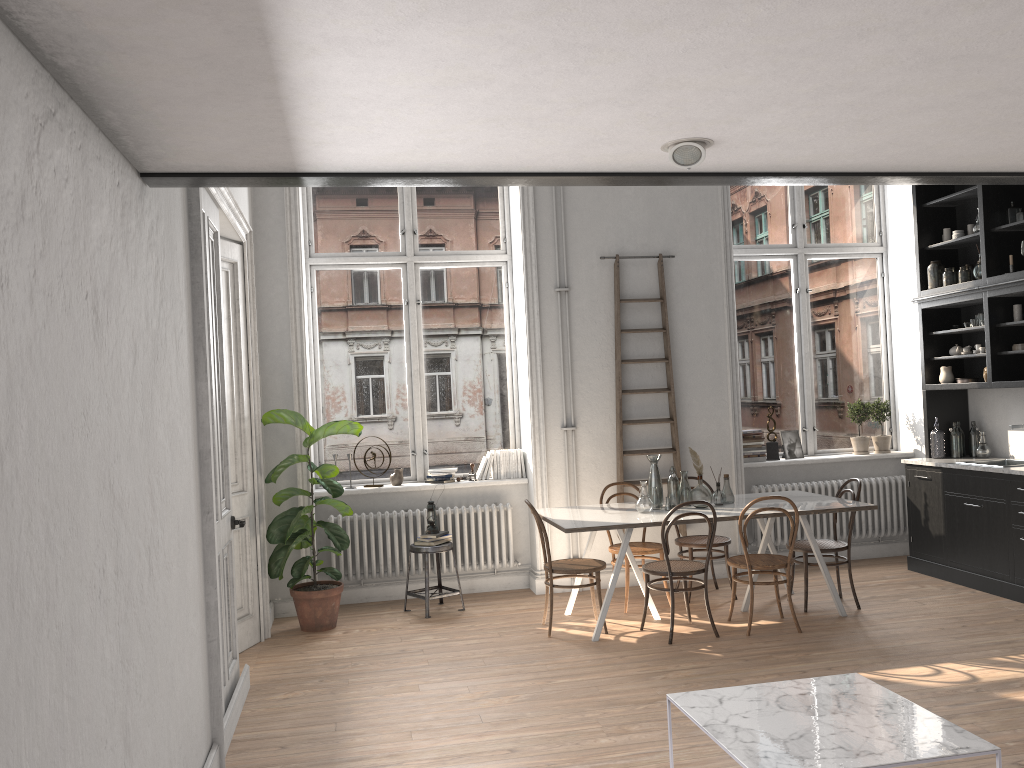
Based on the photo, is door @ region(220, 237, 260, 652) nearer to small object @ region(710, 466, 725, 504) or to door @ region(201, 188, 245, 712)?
door @ region(201, 188, 245, 712)

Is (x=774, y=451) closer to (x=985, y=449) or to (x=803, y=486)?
(x=803, y=486)

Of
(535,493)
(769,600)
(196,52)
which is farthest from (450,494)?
(196,52)

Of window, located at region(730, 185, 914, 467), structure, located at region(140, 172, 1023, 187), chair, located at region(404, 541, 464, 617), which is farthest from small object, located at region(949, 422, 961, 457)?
chair, located at region(404, 541, 464, 617)

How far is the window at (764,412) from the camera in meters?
8.3

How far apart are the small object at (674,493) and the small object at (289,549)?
2.3 meters

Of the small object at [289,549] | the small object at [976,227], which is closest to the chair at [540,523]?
the small object at [289,549]

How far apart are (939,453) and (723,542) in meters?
2.2

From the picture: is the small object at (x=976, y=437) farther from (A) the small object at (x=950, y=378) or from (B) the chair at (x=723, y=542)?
(B) the chair at (x=723, y=542)

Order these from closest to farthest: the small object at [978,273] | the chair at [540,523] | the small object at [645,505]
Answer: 1. the chair at [540,523]
2. the small object at [645,505]
3. the small object at [978,273]
